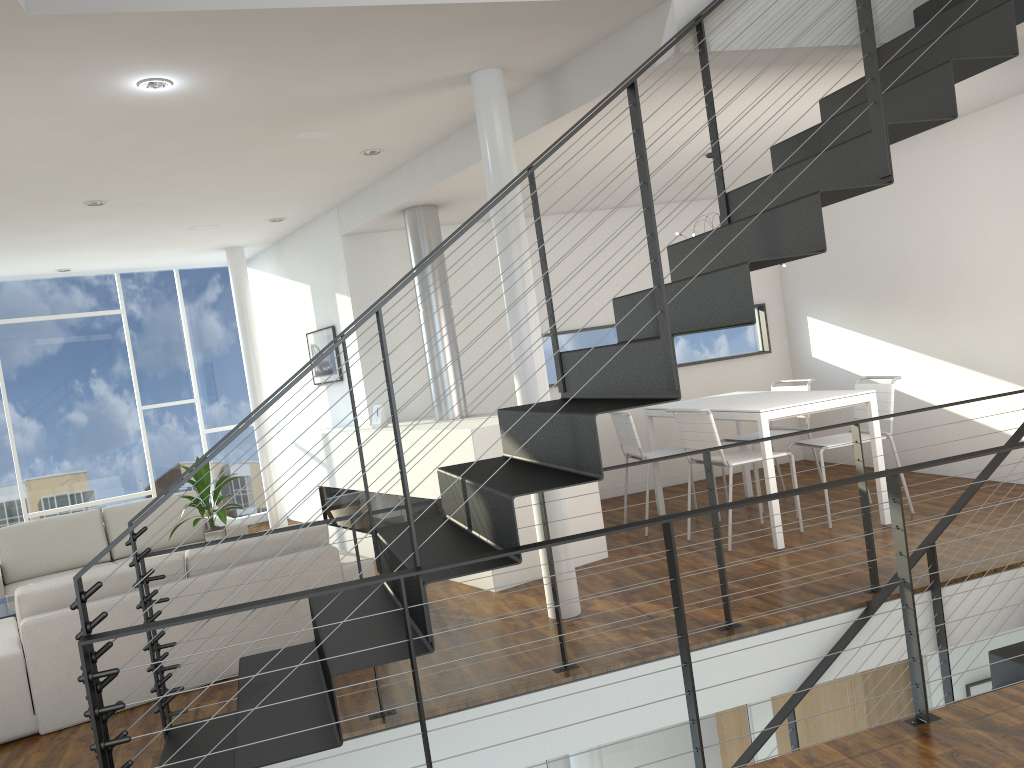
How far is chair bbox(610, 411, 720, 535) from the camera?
5.34m

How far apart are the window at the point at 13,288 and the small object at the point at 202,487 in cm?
295

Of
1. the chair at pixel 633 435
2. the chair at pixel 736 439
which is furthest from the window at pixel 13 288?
the chair at pixel 736 439

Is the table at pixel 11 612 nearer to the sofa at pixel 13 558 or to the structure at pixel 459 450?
the sofa at pixel 13 558

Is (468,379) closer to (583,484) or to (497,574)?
(583,484)

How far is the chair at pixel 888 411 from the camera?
4.9m

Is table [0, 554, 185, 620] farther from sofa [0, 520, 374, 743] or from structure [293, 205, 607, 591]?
structure [293, 205, 607, 591]

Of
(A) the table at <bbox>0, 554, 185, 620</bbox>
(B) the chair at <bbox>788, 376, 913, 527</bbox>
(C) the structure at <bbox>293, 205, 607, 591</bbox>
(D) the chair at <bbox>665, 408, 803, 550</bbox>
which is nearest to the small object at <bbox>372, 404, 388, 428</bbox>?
(C) the structure at <bbox>293, 205, 607, 591</bbox>

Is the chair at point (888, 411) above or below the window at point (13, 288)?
below

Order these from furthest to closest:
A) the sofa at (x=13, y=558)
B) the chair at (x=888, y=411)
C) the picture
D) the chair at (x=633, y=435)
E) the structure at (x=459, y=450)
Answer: the picture < the sofa at (x=13, y=558) < the chair at (x=633, y=435) < the chair at (x=888, y=411) < the structure at (x=459, y=450)
